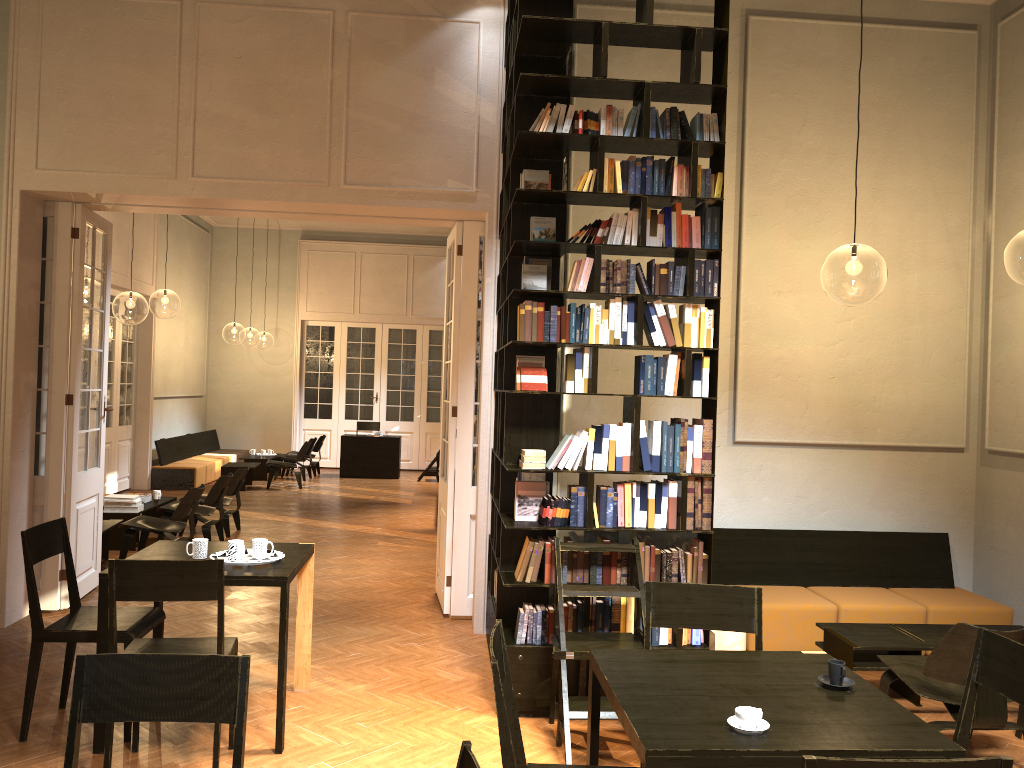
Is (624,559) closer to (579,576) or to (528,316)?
(579,576)

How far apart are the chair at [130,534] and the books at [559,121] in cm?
546

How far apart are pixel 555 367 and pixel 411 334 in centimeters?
1405cm

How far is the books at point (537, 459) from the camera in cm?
514

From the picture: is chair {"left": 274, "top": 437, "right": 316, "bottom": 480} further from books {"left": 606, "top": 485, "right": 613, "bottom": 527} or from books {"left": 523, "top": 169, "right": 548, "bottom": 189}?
books {"left": 606, "top": 485, "right": 613, "bottom": 527}

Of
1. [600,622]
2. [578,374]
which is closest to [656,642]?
[600,622]

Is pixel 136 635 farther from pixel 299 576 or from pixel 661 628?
pixel 661 628

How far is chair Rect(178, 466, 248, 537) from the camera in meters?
10.6 m

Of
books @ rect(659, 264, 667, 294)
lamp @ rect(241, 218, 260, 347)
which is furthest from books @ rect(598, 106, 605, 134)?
lamp @ rect(241, 218, 260, 347)

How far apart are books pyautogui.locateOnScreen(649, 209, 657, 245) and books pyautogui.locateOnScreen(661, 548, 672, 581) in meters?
1.8
